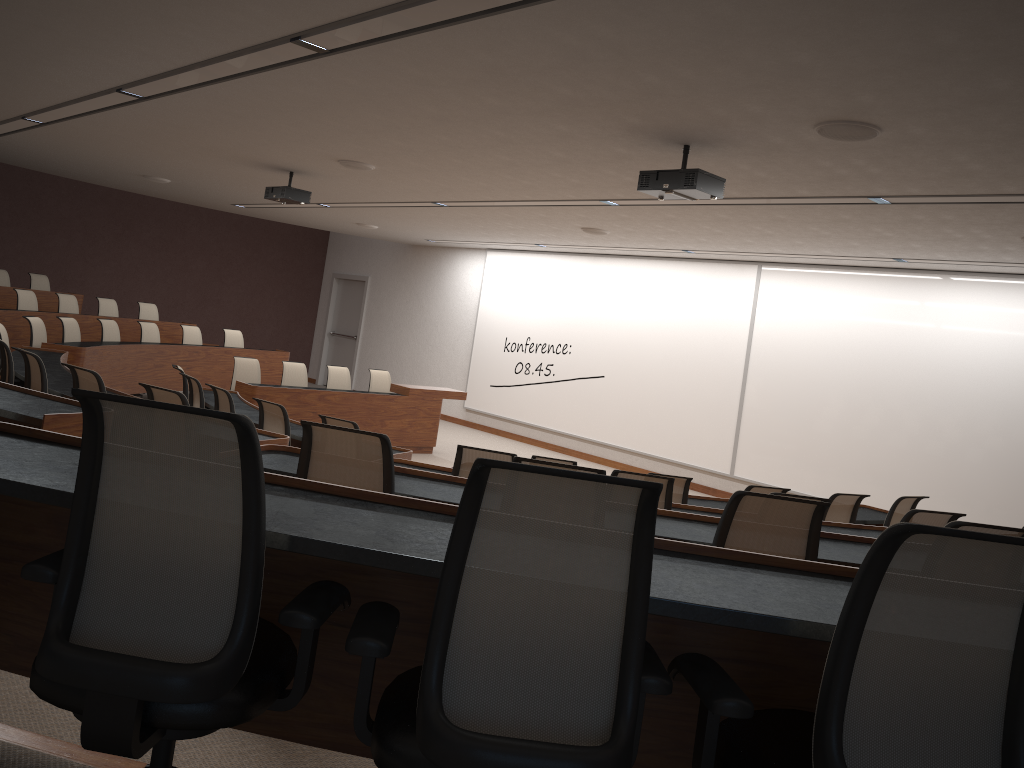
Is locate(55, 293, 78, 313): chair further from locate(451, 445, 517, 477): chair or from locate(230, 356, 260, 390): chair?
locate(451, 445, 517, 477): chair

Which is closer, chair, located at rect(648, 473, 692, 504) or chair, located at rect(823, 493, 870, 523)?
chair, located at rect(648, 473, 692, 504)

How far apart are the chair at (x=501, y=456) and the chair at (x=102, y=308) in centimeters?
993cm

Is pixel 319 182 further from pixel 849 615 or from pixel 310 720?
pixel 849 615

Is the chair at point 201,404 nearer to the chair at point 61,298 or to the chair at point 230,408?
the chair at point 230,408

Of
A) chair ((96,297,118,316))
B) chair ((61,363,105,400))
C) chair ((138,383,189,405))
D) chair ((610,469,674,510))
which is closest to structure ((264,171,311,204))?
chair ((61,363,105,400))

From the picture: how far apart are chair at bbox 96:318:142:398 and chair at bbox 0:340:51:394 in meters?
4.3 m

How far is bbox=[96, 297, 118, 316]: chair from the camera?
12.7 meters

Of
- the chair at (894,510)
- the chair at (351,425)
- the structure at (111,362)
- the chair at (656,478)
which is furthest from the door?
the chair at (656,478)

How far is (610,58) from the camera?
4.0m
